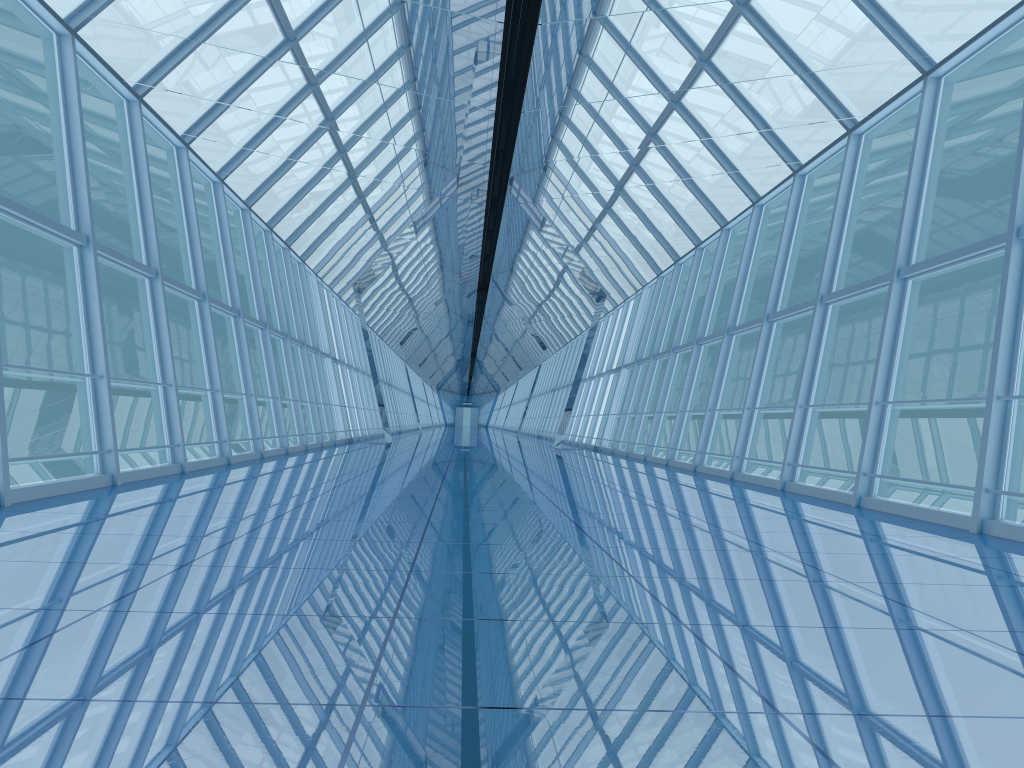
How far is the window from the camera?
8.5 meters

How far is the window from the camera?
8.5m

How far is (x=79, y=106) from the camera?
8.5m
